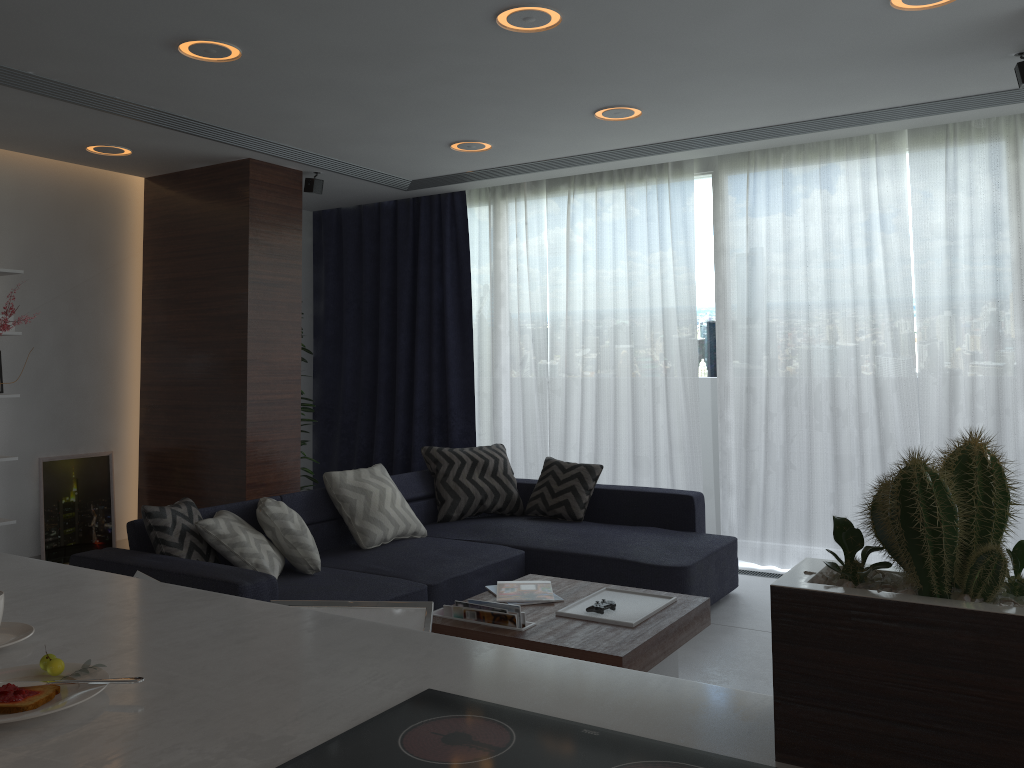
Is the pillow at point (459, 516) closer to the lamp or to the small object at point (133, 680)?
the lamp

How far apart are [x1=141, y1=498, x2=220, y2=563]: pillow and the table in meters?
1.1 m

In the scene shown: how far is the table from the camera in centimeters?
289cm

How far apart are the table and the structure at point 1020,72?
2.5 meters

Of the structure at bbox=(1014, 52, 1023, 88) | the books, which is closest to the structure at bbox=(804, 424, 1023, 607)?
the books

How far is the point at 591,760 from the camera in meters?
1.1 m

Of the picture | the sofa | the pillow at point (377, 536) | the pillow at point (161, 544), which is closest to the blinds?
the sofa

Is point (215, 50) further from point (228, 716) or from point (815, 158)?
point (815, 158)

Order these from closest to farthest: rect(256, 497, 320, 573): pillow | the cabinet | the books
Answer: the cabinet → the books → rect(256, 497, 320, 573): pillow

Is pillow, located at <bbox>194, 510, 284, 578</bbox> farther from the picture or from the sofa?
the picture
